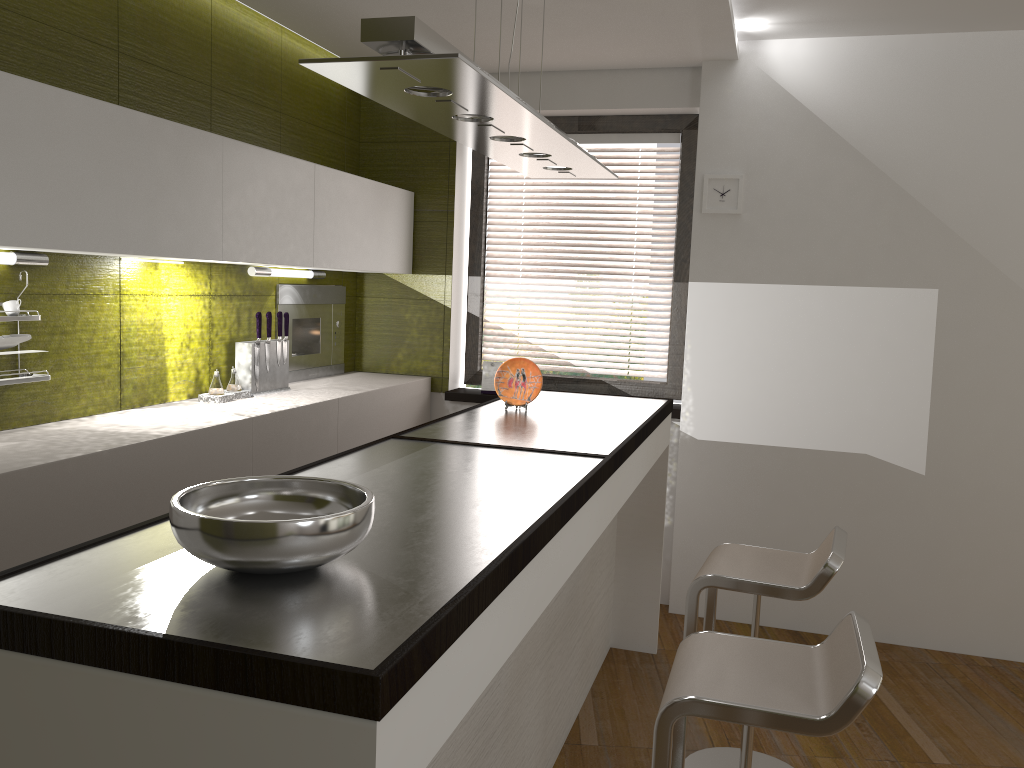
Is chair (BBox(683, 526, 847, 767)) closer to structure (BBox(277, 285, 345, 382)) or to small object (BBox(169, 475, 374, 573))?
small object (BBox(169, 475, 374, 573))

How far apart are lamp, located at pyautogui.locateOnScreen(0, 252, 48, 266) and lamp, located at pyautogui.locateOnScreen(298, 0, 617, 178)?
1.3m

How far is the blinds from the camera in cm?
462

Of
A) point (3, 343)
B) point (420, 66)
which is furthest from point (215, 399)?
point (420, 66)

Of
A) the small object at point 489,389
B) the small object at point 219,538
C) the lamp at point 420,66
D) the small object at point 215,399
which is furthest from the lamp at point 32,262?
the small object at point 489,389

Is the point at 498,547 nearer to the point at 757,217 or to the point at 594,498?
the point at 594,498

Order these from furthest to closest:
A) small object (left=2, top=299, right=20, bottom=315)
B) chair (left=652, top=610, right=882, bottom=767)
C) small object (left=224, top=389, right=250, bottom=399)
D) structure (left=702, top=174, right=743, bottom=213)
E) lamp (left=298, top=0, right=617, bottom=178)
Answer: structure (left=702, top=174, right=743, bottom=213), small object (left=224, top=389, right=250, bottom=399), small object (left=2, top=299, right=20, bottom=315), chair (left=652, top=610, right=882, bottom=767), lamp (left=298, top=0, right=617, bottom=178)

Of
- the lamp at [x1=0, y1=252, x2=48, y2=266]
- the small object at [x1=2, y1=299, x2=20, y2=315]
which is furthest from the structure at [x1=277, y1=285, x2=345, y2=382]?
the small object at [x1=2, y1=299, x2=20, y2=315]

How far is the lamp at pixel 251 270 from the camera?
3.76m

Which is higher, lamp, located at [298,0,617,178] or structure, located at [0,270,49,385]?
lamp, located at [298,0,617,178]
